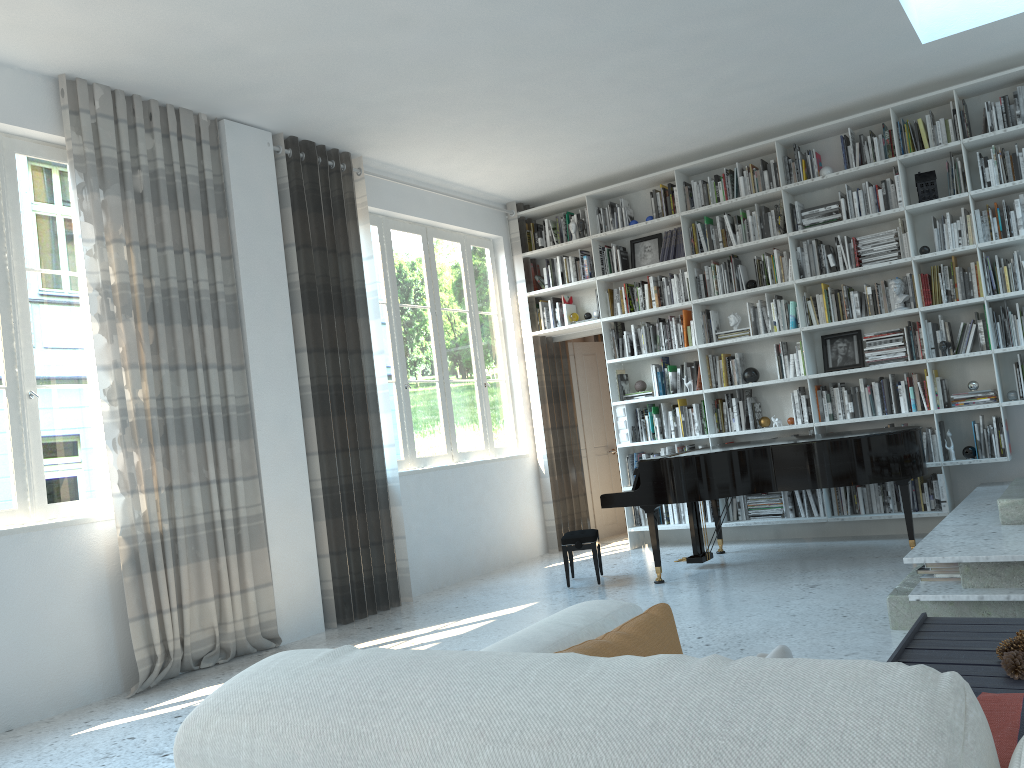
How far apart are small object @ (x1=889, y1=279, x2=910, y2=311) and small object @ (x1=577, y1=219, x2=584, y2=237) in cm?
266

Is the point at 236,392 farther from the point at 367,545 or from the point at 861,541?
the point at 861,541

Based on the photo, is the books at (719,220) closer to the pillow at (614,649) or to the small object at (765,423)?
the small object at (765,423)

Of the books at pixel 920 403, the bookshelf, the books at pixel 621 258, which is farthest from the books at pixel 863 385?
the books at pixel 621 258

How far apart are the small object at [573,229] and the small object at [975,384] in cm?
345

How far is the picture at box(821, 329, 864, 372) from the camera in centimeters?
680cm

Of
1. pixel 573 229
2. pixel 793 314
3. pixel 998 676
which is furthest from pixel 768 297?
pixel 998 676

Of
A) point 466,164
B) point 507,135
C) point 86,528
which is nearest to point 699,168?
point 507,135

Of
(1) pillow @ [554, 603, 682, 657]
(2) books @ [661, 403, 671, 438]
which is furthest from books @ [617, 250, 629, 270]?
(1) pillow @ [554, 603, 682, 657]

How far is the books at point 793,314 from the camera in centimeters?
692cm
